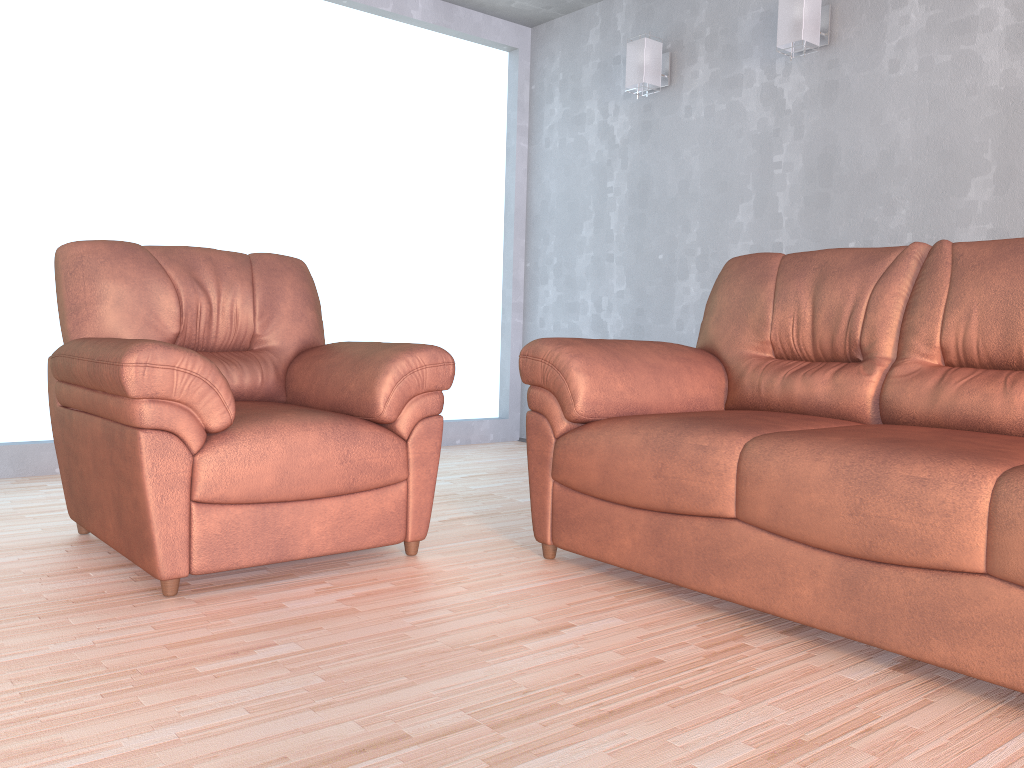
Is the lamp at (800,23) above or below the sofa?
above

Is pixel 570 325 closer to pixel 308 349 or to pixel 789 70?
pixel 789 70

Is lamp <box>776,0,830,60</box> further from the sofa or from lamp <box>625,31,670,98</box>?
the sofa

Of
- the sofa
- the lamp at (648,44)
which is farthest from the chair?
the lamp at (648,44)

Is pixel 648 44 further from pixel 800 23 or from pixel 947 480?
pixel 947 480

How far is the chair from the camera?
2.1m

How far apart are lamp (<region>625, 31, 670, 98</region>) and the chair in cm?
212

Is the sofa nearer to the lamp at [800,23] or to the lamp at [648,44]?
the lamp at [800,23]

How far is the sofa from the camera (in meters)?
1.68

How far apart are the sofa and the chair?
0.22m
